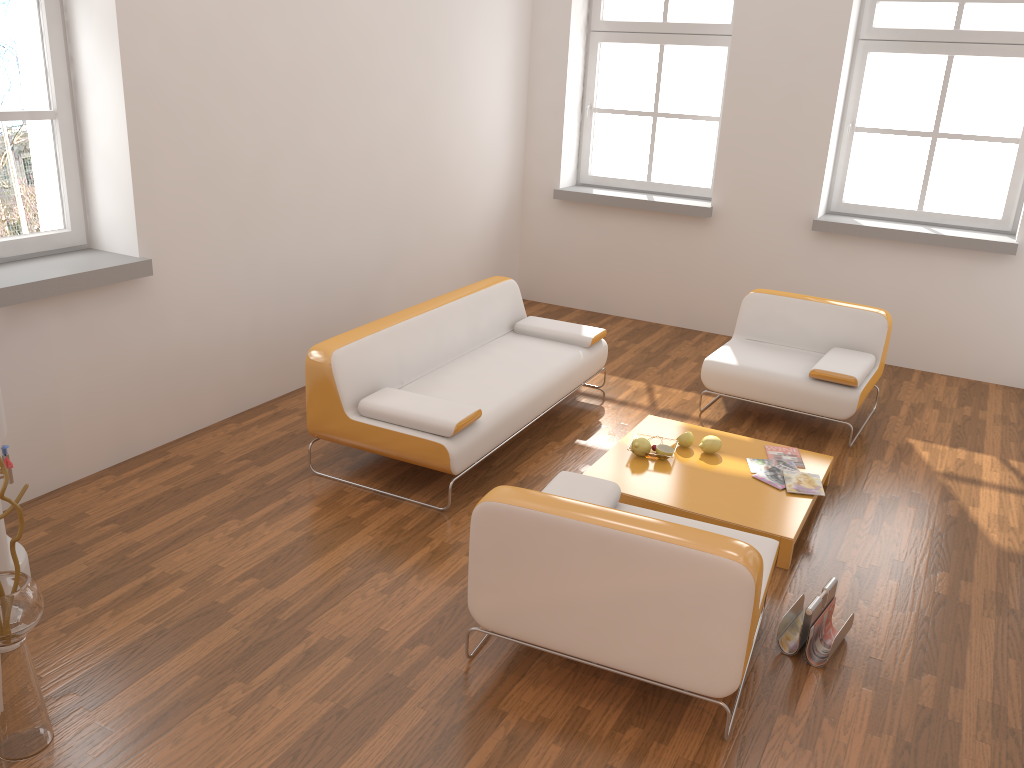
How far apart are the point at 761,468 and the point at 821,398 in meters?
0.9

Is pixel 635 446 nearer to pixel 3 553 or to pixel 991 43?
pixel 3 553

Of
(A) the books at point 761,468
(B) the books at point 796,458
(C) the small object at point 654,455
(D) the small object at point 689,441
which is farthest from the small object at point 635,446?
(B) the books at point 796,458

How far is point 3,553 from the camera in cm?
307

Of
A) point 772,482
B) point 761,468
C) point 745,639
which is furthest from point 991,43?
point 745,639

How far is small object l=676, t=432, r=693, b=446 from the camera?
4.5m

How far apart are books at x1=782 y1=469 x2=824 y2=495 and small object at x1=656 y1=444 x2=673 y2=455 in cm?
56

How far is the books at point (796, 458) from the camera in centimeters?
448cm

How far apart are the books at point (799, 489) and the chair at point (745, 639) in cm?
92

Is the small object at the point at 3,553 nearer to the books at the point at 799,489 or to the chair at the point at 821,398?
the books at the point at 799,489
